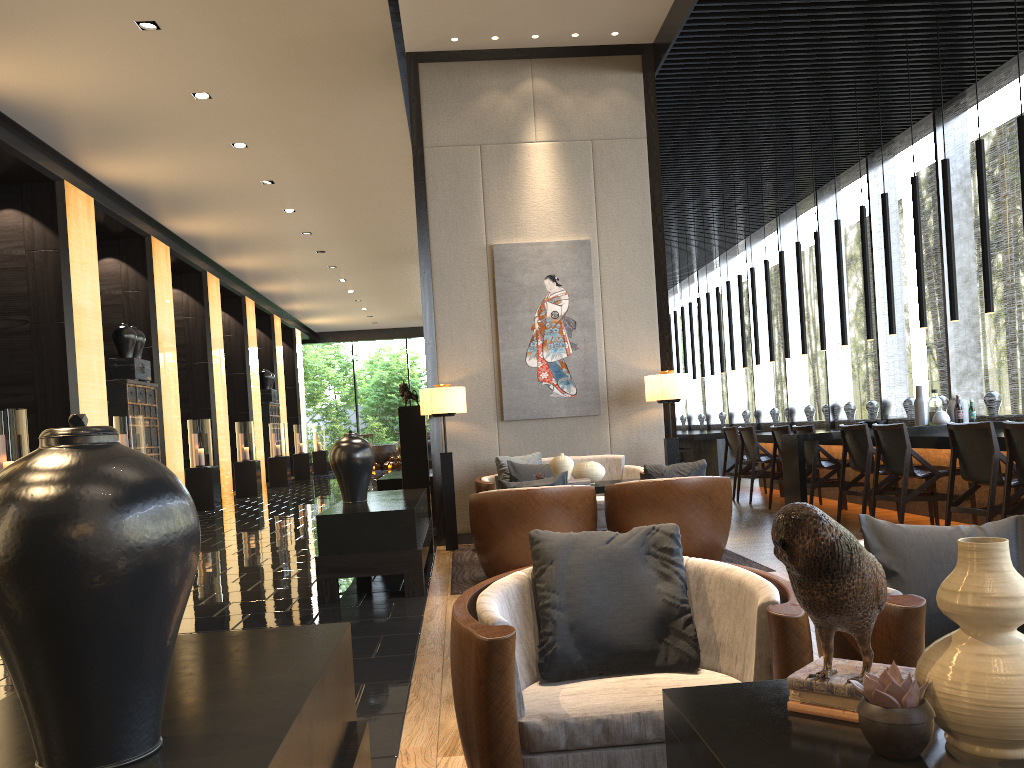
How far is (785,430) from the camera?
8.4m

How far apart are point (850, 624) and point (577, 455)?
6.4m

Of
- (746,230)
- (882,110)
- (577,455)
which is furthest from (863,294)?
(577,455)

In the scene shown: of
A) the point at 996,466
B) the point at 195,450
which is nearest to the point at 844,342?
the point at 996,466

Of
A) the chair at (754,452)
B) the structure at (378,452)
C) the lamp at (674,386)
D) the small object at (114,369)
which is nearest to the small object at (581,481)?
the lamp at (674,386)

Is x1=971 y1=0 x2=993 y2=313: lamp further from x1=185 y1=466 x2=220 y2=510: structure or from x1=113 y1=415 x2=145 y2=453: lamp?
x1=185 y1=466 x2=220 y2=510: structure

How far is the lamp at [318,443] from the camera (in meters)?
25.21

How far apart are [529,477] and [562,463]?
0.8 meters

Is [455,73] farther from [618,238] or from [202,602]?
[202,602]

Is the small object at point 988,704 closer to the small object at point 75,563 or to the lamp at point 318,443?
the small object at point 75,563
